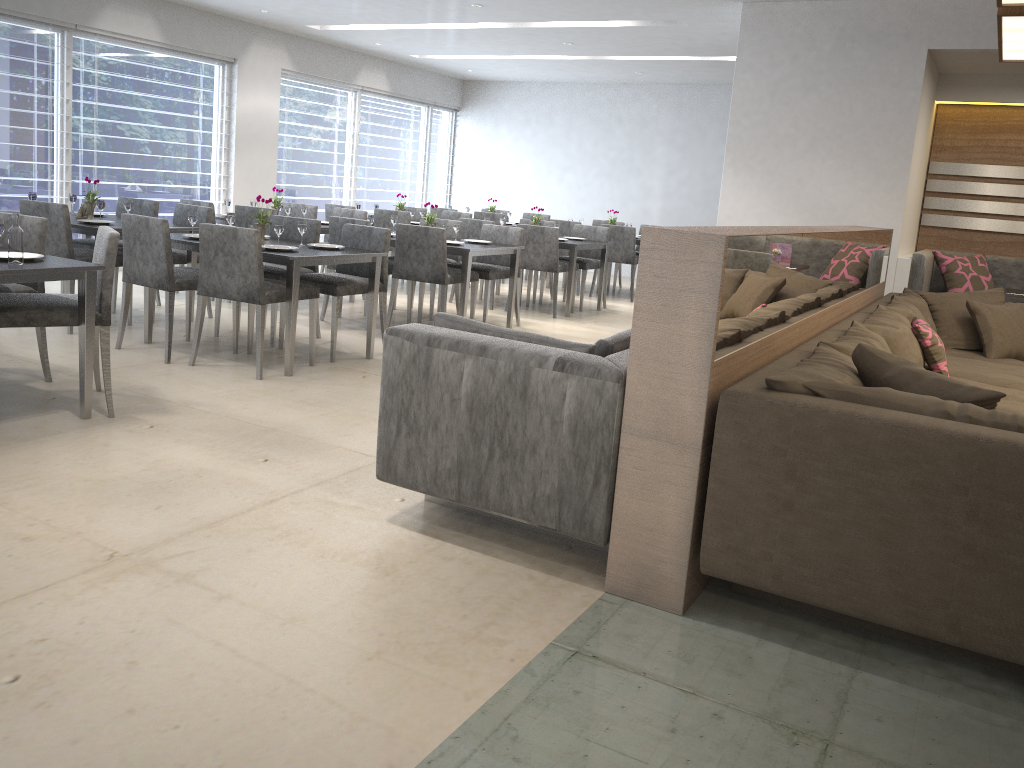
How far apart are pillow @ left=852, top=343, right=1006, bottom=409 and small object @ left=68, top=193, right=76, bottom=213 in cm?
544

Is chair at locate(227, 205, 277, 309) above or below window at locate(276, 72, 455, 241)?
below

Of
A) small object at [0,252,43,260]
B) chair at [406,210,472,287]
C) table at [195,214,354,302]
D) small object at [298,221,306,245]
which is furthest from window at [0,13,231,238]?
small object at [0,252,43,260]

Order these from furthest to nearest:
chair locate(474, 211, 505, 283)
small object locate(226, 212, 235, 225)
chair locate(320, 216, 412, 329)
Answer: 1. chair locate(474, 211, 505, 283)
2. chair locate(320, 216, 412, 329)
3. small object locate(226, 212, 235, 225)

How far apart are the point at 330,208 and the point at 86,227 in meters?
3.3 m

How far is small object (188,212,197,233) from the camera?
5.1m

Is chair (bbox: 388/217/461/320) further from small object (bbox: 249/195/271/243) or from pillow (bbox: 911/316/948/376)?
pillow (bbox: 911/316/948/376)

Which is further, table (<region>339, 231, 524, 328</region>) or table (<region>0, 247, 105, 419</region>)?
table (<region>339, 231, 524, 328</region>)

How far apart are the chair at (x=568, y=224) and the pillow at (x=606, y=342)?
6.4m

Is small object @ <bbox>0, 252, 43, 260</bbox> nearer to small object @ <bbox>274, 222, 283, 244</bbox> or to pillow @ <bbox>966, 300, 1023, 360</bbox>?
small object @ <bbox>274, 222, 283, 244</bbox>
